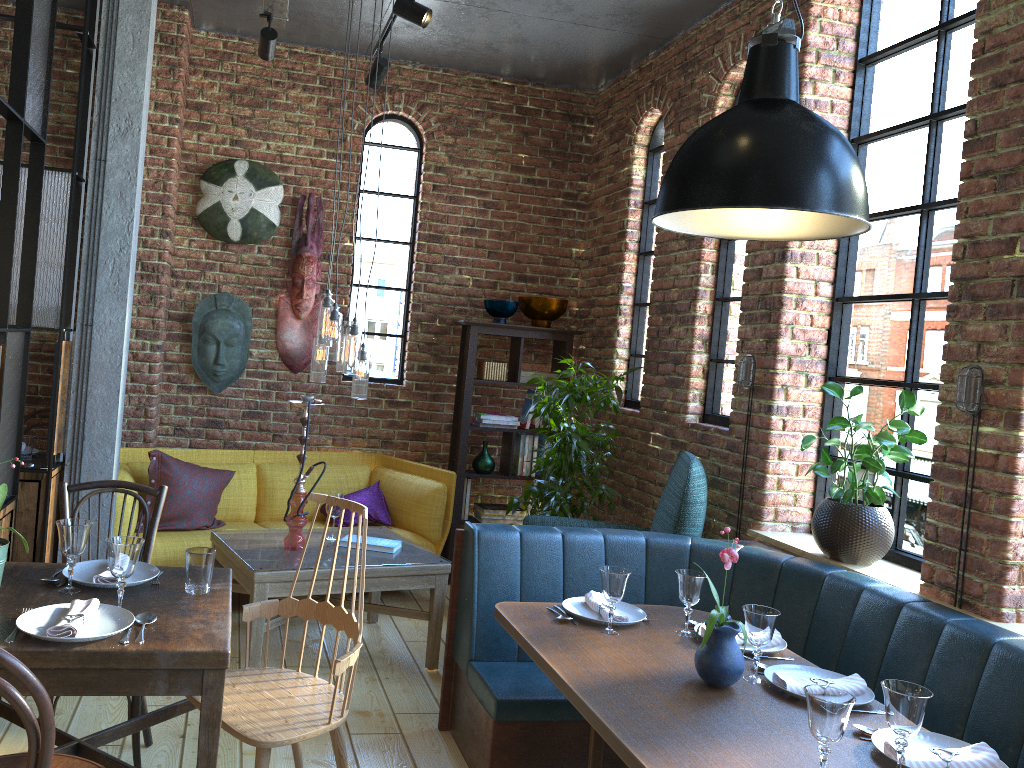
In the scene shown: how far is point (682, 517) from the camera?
3.82m

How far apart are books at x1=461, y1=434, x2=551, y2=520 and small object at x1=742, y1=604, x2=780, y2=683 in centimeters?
326cm

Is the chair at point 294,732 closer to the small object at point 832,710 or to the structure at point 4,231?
the structure at point 4,231

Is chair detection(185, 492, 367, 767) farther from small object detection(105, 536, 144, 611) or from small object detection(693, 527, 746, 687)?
small object detection(693, 527, 746, 687)

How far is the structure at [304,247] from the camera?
5.40m

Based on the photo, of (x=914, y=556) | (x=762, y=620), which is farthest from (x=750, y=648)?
(x=914, y=556)

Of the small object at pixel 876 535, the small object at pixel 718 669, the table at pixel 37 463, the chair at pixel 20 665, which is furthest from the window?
the chair at pixel 20 665

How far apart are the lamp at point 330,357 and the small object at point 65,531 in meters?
1.7

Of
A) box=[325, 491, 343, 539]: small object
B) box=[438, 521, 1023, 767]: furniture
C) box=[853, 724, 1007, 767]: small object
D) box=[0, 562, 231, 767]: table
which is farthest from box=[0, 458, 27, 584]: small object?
box=[853, 724, 1007, 767]: small object

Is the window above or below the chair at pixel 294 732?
above
